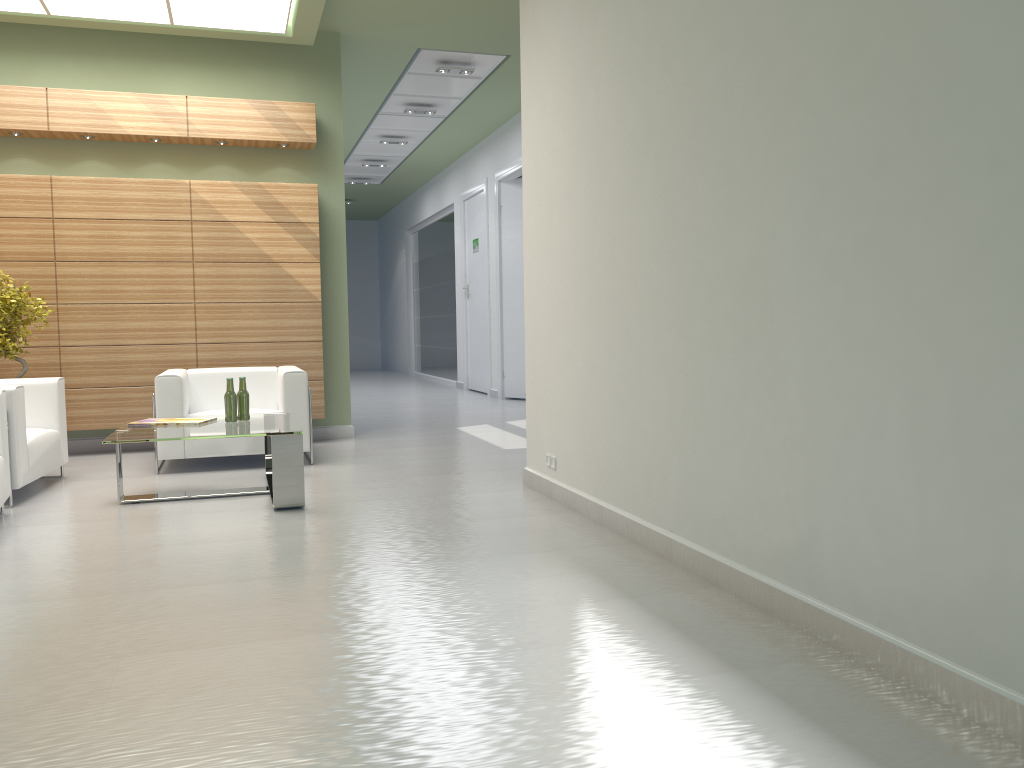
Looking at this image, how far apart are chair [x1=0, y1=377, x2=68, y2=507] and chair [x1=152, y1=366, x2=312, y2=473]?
1.04m

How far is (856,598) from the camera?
4.6m

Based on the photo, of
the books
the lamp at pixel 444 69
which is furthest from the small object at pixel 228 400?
the lamp at pixel 444 69

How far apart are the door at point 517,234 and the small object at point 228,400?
11.66m

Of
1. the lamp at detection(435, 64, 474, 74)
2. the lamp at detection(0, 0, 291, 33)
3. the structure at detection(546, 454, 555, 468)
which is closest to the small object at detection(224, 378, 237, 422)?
the structure at detection(546, 454, 555, 468)

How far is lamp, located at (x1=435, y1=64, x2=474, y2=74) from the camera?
15.5m

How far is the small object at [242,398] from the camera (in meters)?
9.59

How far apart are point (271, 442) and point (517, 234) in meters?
12.9

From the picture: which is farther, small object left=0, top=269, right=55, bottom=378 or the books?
small object left=0, top=269, right=55, bottom=378

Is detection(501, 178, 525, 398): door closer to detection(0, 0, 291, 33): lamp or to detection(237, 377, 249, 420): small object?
detection(0, 0, 291, 33): lamp
